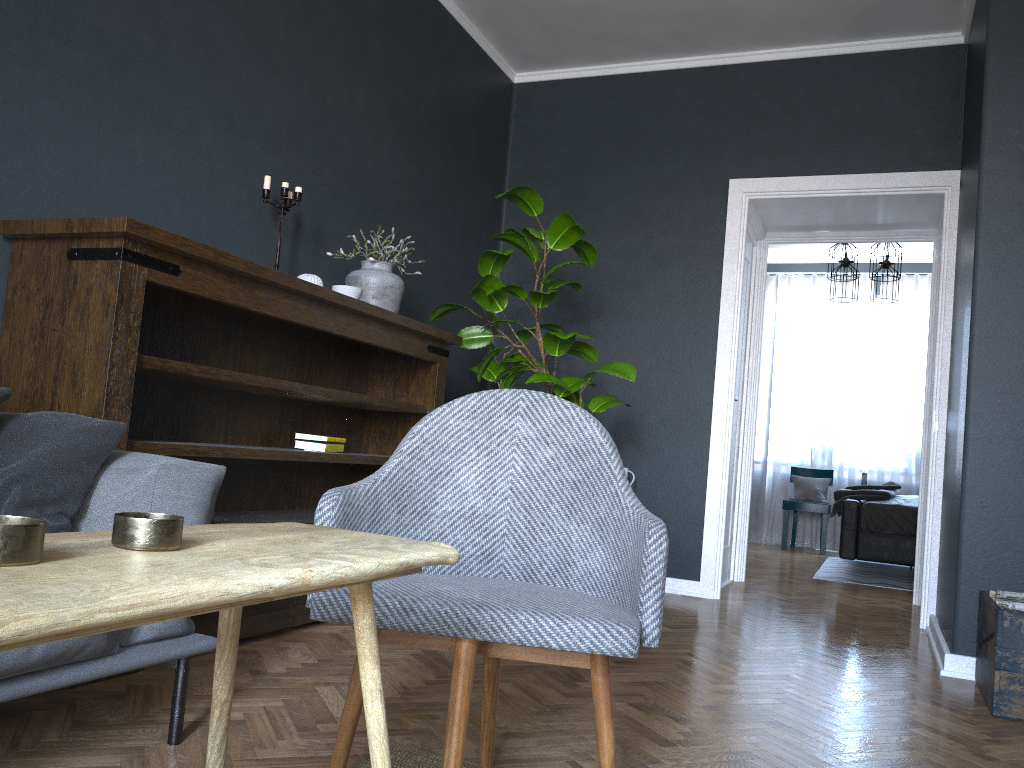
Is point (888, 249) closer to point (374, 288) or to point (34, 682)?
point (374, 288)

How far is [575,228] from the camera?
3.9m

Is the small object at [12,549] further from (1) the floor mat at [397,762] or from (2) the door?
(2) the door

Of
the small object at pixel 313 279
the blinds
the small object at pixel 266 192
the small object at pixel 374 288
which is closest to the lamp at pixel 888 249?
the blinds

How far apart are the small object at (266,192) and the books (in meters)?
0.84

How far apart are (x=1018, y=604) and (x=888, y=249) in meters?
4.3 m

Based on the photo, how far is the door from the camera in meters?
5.4

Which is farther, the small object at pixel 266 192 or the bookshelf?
the small object at pixel 266 192

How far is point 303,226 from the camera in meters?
3.6

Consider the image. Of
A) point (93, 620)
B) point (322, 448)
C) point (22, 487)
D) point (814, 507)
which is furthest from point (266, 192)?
point (814, 507)
